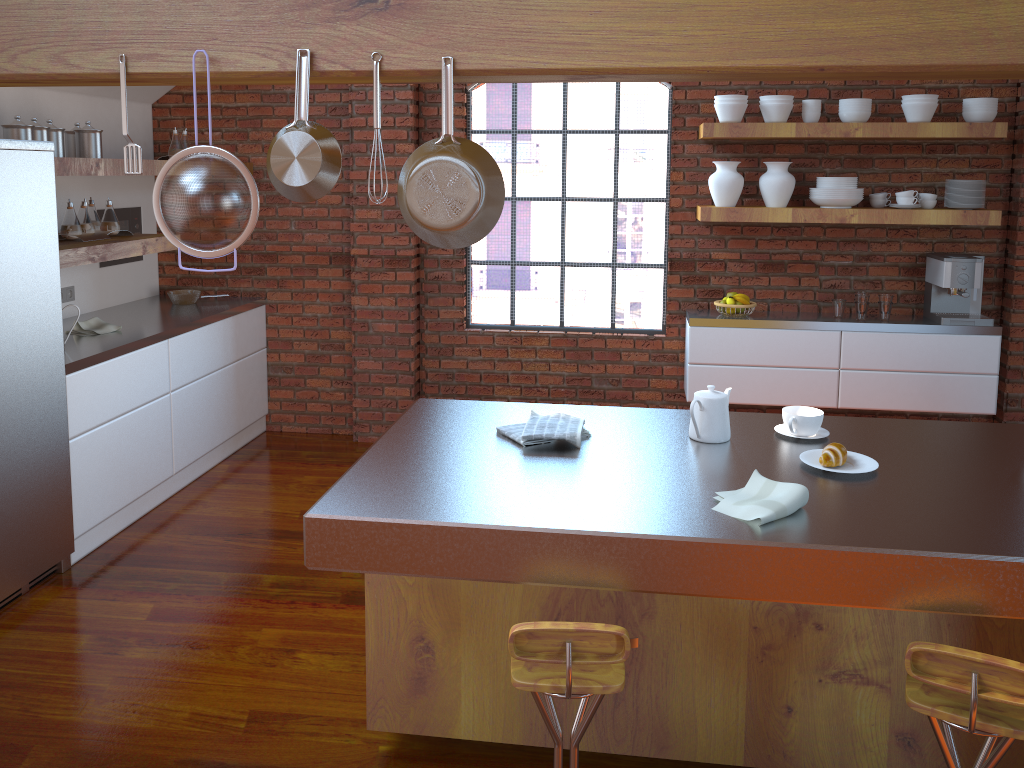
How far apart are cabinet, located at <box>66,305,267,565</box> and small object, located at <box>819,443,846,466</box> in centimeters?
299cm

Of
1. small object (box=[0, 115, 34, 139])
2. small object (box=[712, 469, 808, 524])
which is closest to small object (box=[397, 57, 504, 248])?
small object (box=[712, 469, 808, 524])

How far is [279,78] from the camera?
2.05m

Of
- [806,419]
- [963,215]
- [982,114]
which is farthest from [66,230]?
[982,114]

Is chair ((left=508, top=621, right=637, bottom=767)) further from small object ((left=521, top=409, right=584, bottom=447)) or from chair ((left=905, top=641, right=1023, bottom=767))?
small object ((left=521, top=409, right=584, bottom=447))

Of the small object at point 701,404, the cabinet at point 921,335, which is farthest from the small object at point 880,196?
the small object at point 701,404

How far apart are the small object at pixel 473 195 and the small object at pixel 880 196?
3.5m

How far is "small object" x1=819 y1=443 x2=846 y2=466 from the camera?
2.3m

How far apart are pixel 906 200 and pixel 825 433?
2.6 meters

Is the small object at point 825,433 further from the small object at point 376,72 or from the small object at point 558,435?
the small object at point 376,72
